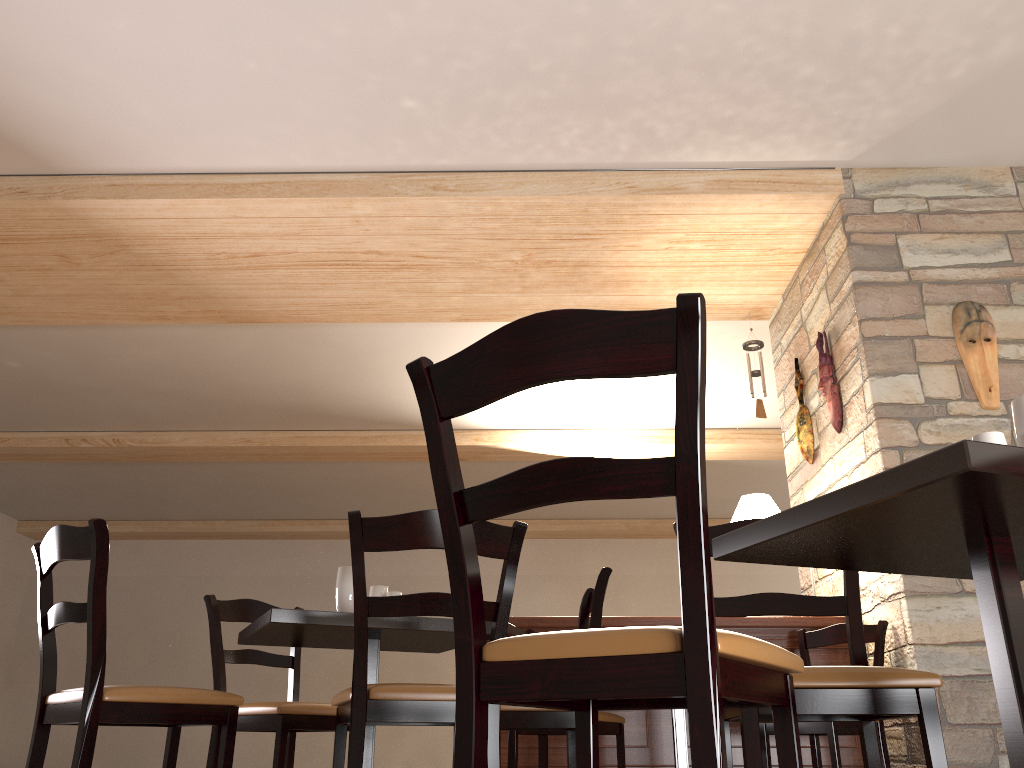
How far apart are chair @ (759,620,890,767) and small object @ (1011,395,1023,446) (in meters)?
2.65

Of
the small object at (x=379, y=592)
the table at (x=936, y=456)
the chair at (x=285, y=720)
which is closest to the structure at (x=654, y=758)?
the chair at (x=285, y=720)

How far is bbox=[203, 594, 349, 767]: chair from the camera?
3.0 meters

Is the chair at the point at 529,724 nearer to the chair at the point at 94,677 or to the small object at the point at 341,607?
the small object at the point at 341,607

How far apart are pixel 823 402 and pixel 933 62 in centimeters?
185cm

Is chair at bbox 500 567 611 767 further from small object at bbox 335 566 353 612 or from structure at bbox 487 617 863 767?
structure at bbox 487 617 863 767

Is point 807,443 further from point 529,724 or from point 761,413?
point 529,724

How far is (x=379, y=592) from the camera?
2.91m

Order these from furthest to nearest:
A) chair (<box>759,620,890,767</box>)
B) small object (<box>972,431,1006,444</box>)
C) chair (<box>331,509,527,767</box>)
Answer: chair (<box>759,620,890,767</box>), chair (<box>331,509,527,767</box>), small object (<box>972,431,1006,444</box>)

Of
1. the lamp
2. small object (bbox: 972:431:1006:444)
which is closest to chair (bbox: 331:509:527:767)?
small object (bbox: 972:431:1006:444)
